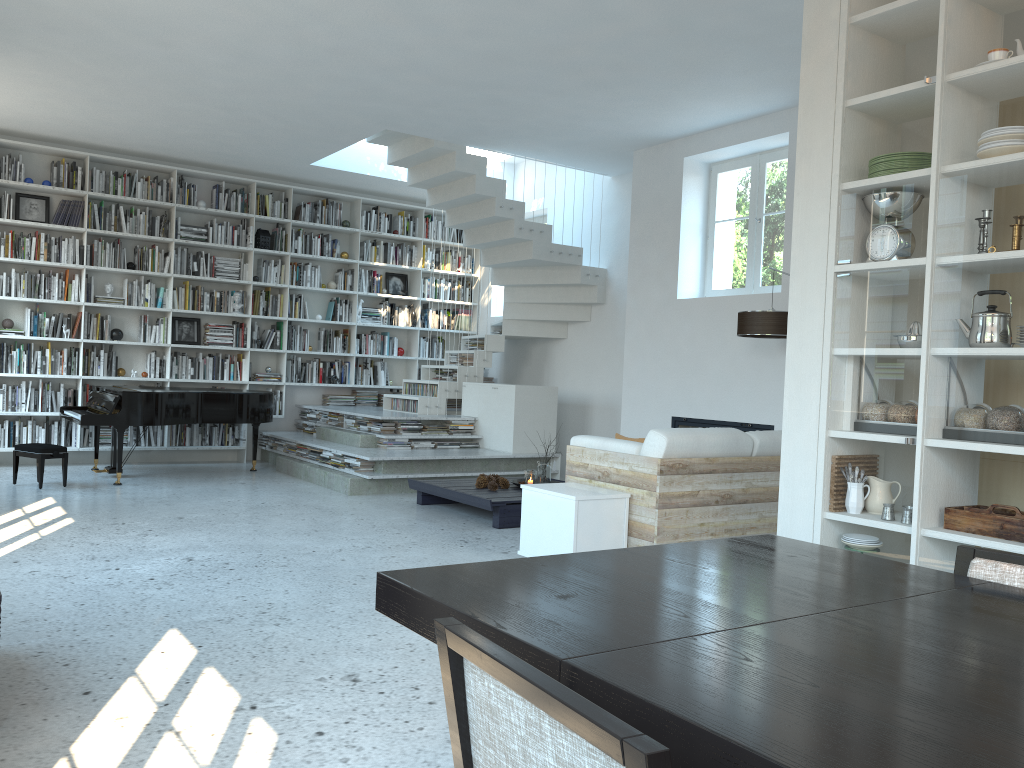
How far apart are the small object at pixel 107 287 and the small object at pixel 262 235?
1.61m

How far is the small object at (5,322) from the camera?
8.60m

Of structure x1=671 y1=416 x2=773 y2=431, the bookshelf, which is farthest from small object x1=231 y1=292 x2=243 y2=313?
structure x1=671 y1=416 x2=773 y2=431

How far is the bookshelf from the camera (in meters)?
8.81

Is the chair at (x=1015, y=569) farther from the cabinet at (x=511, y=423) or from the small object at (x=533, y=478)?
the cabinet at (x=511, y=423)

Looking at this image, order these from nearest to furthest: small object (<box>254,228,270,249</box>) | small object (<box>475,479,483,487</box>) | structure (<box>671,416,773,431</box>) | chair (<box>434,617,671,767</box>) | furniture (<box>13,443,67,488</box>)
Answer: chair (<box>434,617,671,767</box>) → small object (<box>475,479,483,487</box>) → furniture (<box>13,443,67,488</box>) → structure (<box>671,416,773,431</box>) → small object (<box>254,228,270,249</box>)

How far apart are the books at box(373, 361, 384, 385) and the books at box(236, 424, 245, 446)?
1.8m

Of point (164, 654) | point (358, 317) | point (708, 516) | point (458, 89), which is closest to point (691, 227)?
point (458, 89)

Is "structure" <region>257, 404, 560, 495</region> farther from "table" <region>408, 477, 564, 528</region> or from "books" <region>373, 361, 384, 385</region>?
"books" <region>373, 361, 384, 385</region>

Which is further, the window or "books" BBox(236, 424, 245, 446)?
"books" BBox(236, 424, 245, 446)
